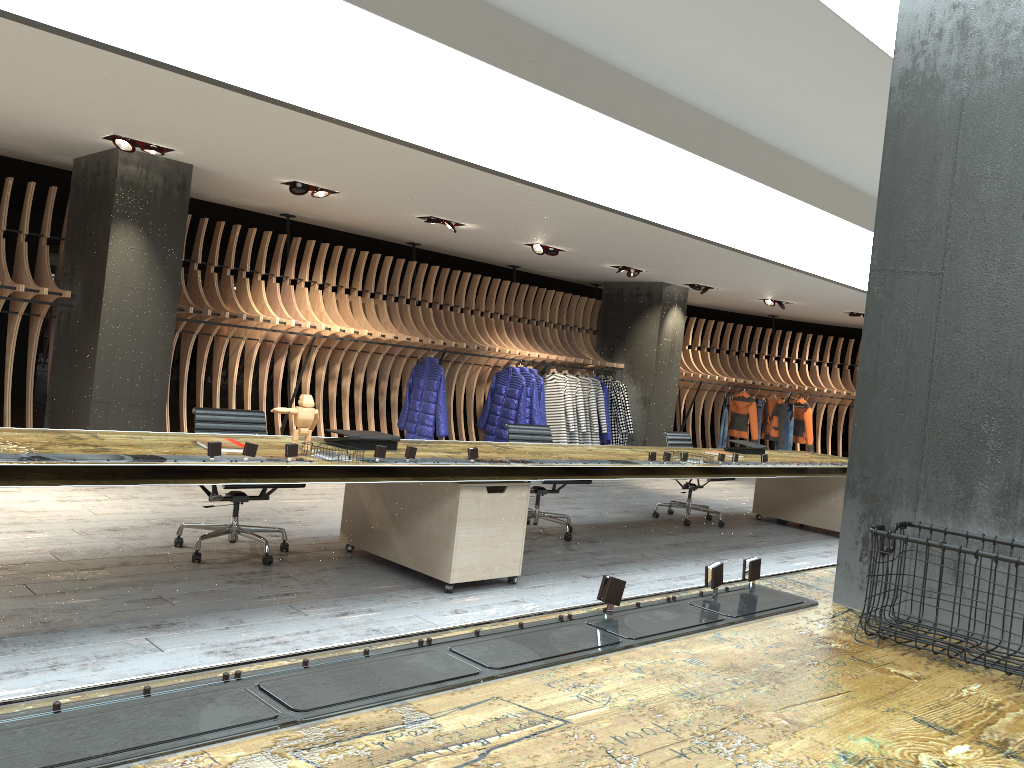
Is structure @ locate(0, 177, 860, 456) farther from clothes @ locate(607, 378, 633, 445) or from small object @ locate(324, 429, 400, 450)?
small object @ locate(324, 429, 400, 450)

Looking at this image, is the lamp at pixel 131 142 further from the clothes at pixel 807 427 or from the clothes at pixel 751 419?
the clothes at pixel 807 427

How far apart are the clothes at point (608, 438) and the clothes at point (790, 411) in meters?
4.2

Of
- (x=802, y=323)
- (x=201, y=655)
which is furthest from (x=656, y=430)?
(x=201, y=655)

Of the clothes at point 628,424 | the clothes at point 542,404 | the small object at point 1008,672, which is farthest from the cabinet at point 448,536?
the clothes at point 628,424

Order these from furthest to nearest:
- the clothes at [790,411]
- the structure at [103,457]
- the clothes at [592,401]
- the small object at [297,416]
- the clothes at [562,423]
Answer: the clothes at [790,411], the clothes at [592,401], the clothes at [562,423], the small object at [297,416], the structure at [103,457]

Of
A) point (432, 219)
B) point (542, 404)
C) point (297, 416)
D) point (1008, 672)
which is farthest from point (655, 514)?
point (1008, 672)

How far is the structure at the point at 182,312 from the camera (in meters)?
8.94

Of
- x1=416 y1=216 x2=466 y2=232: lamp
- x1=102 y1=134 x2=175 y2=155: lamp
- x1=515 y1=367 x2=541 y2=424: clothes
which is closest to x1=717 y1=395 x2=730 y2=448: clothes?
x1=515 y1=367 x2=541 y2=424: clothes

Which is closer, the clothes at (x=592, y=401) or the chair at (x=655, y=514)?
the chair at (x=655, y=514)
